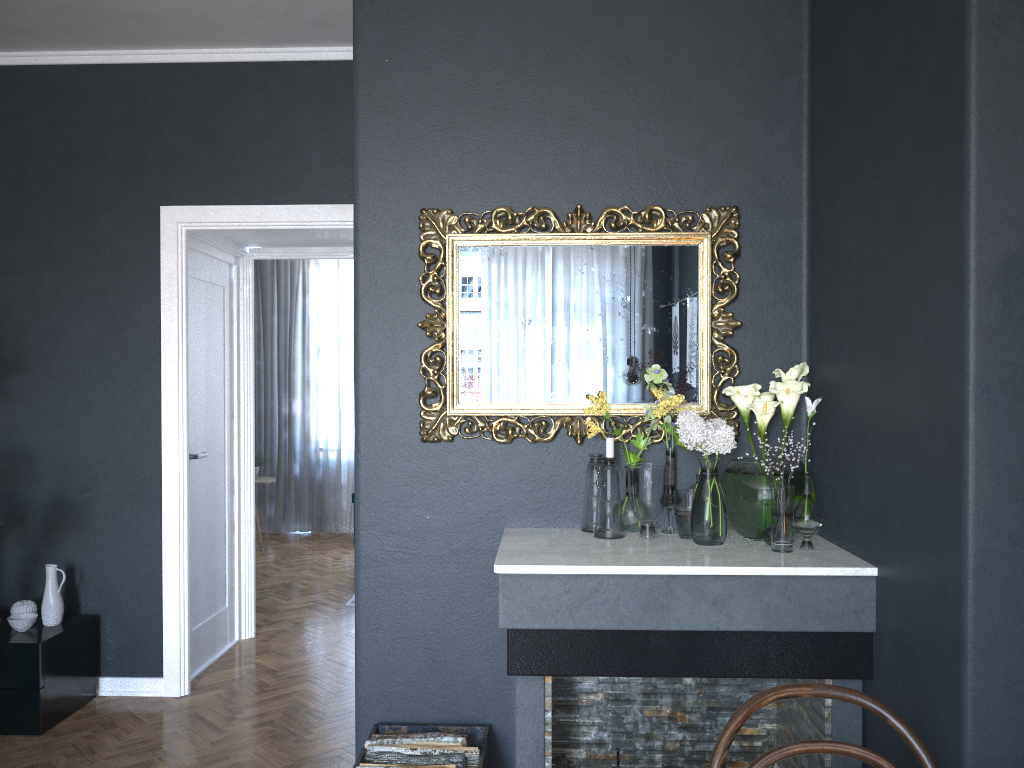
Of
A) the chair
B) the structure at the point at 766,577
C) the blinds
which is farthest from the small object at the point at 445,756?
the blinds

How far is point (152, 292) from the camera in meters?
4.1

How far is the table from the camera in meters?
7.9

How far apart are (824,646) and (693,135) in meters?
1.6 m

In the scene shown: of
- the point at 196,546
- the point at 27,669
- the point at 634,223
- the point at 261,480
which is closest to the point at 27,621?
the point at 27,669

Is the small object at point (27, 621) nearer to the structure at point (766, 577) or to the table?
the structure at point (766, 577)

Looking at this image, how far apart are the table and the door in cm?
293

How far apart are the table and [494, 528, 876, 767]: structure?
5.5 meters

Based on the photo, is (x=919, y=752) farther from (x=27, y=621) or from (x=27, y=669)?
(x=27, y=621)

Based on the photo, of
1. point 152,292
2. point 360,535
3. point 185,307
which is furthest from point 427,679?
point 152,292
